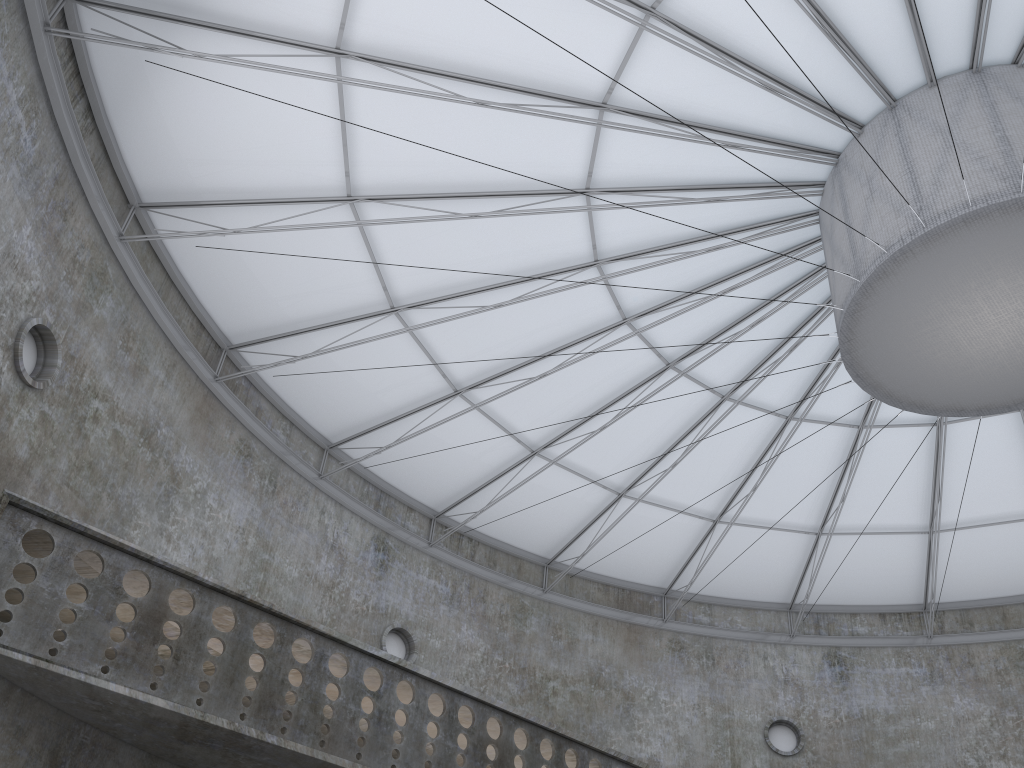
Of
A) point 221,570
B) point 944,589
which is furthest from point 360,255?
point 944,589
